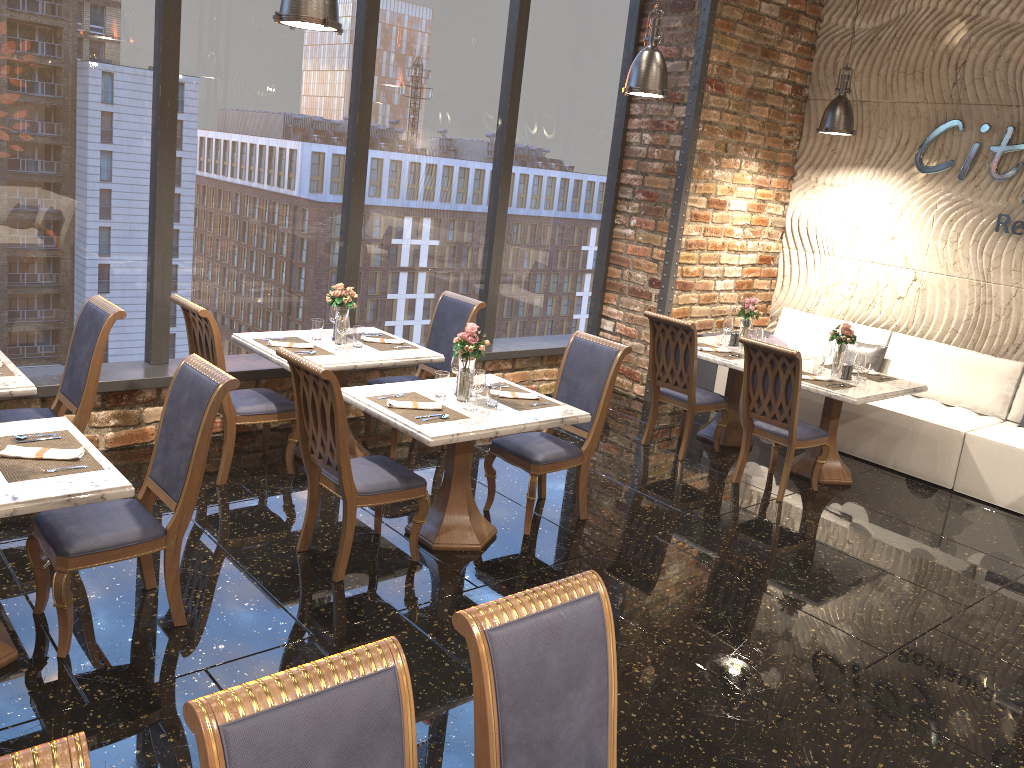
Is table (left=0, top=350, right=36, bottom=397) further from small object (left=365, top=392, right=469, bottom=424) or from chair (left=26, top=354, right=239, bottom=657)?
small object (left=365, top=392, right=469, bottom=424)

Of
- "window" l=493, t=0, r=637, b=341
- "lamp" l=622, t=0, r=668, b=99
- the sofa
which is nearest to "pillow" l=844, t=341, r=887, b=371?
the sofa

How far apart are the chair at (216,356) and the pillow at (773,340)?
4.7 meters

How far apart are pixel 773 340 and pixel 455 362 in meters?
4.4

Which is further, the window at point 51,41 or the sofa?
the sofa

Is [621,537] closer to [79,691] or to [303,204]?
[79,691]

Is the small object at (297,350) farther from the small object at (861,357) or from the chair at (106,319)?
the small object at (861,357)

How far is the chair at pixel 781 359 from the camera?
5.8m

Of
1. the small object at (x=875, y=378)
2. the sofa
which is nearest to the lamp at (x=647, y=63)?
the small object at (x=875, y=378)

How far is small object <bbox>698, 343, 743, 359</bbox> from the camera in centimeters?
675cm
